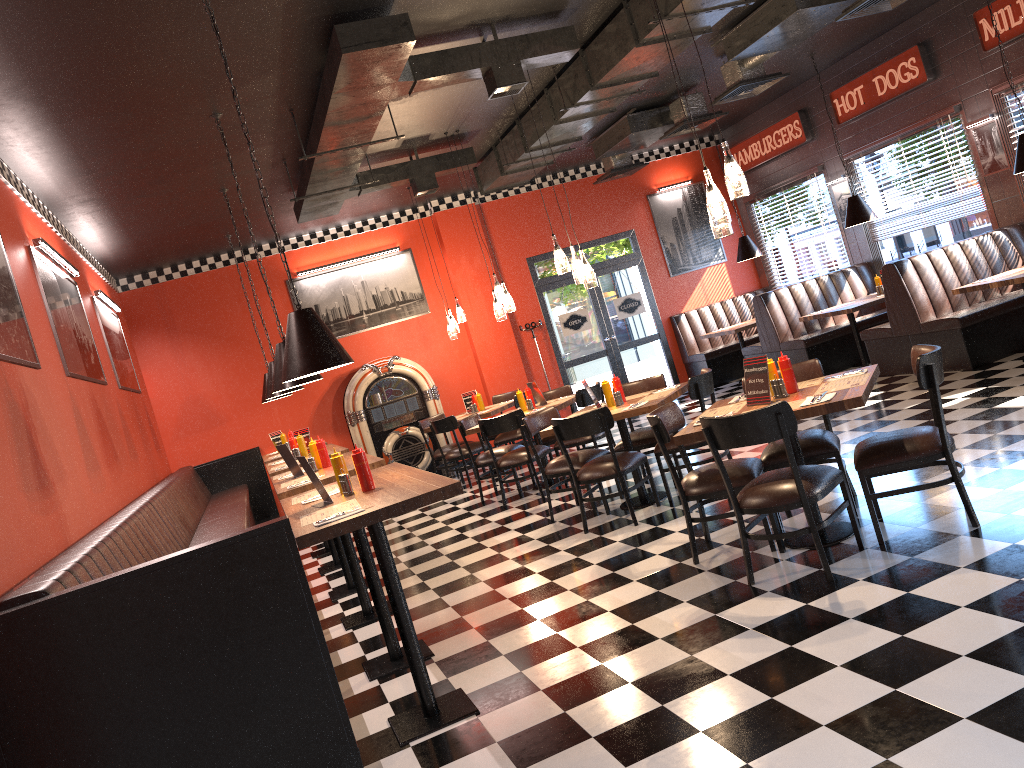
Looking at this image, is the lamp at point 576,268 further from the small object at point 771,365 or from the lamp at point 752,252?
the lamp at point 752,252

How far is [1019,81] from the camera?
8.7 meters

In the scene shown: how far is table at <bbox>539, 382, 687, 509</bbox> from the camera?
6.3 meters

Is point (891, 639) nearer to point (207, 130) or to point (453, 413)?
point (207, 130)

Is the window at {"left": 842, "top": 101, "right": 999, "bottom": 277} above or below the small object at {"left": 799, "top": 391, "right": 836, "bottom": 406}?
above

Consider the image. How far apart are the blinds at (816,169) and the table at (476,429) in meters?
5.7

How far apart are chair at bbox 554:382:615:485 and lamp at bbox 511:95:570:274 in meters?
1.8

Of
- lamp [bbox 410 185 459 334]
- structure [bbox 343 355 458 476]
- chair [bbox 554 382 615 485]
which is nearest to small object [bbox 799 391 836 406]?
chair [bbox 554 382 615 485]

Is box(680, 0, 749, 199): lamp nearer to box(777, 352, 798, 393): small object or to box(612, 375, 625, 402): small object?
box(777, 352, 798, 393): small object

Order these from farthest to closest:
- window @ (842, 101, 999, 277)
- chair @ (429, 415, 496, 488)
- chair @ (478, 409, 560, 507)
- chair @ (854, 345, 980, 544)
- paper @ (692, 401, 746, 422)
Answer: chair @ (429, 415, 496, 488) < window @ (842, 101, 999, 277) < chair @ (478, 409, 560, 507) < paper @ (692, 401, 746, 422) < chair @ (854, 345, 980, 544)
